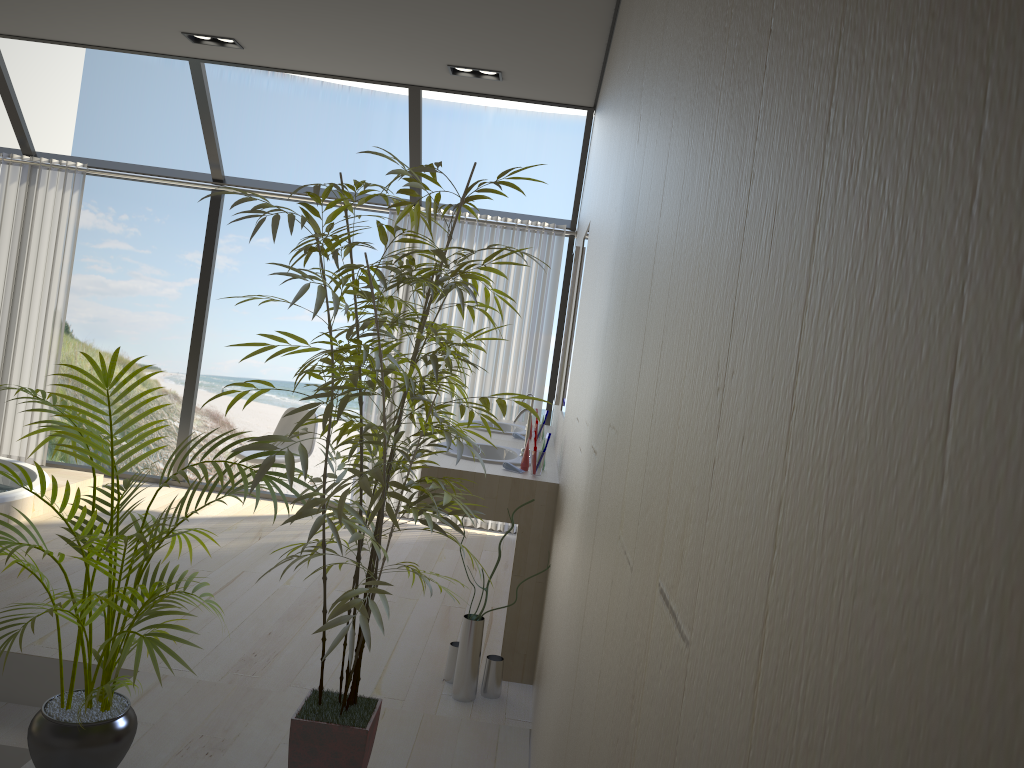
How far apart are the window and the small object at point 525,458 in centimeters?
257cm

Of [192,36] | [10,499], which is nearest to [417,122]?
[192,36]

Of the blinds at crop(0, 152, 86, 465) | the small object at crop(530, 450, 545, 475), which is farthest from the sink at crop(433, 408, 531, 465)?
the blinds at crop(0, 152, 86, 465)

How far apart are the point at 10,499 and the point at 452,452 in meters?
2.5 m

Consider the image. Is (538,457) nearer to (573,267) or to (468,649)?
(468,649)

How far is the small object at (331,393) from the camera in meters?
2.1 m

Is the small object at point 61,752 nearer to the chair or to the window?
the chair

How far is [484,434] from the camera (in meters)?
4.78

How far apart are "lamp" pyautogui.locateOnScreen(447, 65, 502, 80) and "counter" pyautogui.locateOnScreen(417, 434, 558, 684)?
2.1 meters

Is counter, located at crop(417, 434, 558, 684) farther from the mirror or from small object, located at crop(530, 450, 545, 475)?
the mirror
